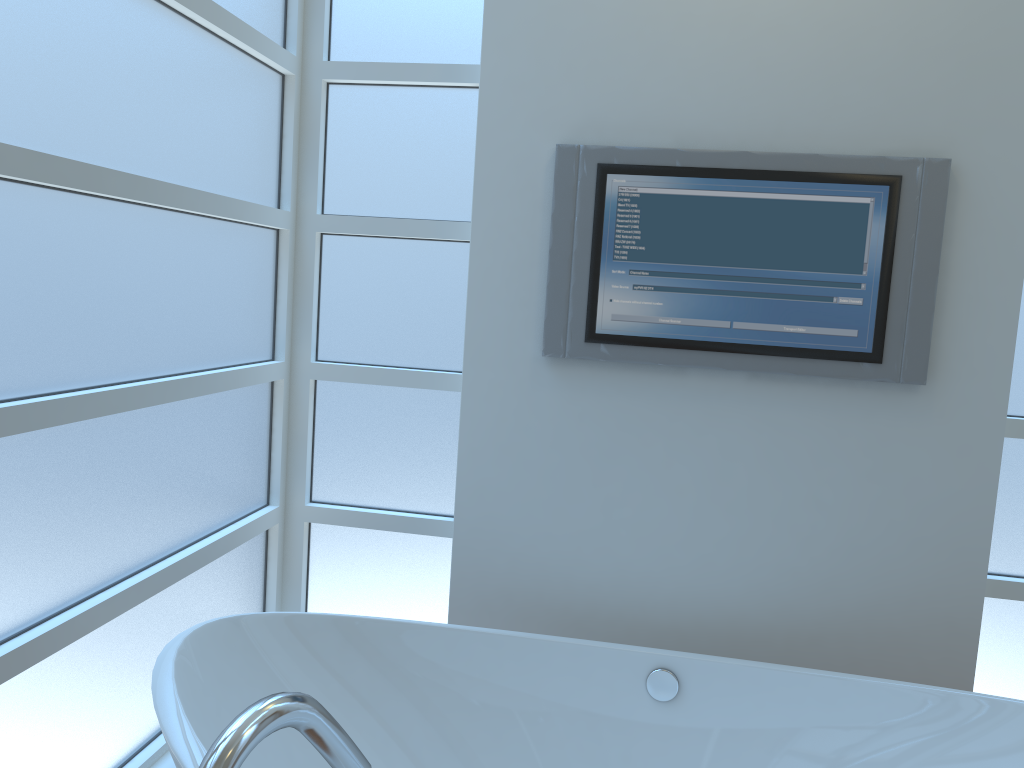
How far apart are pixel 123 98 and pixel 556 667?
1.5m

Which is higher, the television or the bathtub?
the television

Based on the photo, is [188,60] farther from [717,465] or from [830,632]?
[830,632]

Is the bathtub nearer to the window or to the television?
the window

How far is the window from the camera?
1.5m

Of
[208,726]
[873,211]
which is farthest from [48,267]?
[873,211]

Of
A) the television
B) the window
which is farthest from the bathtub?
the television

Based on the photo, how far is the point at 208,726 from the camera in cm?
156

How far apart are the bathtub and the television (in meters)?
0.67

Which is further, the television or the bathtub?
the television
